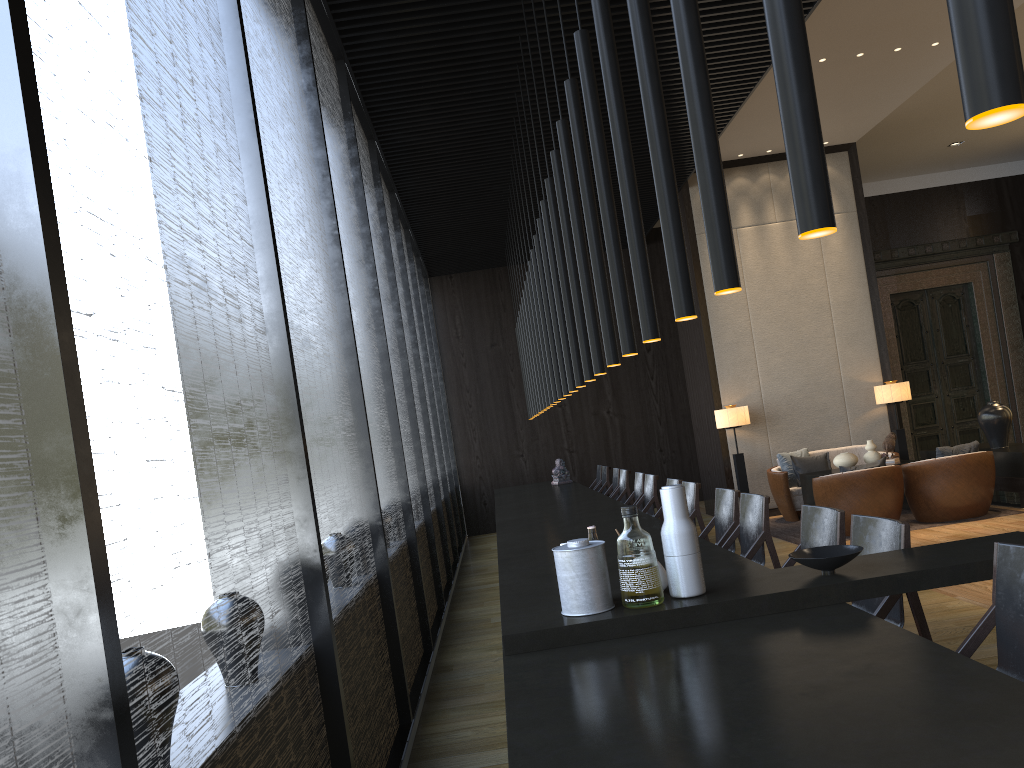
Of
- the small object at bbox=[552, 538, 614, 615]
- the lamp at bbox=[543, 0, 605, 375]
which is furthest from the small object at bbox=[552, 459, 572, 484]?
the small object at bbox=[552, 538, 614, 615]

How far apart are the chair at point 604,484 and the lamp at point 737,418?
1.72m

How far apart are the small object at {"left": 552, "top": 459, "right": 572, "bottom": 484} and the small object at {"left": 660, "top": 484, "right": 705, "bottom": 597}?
8.19m

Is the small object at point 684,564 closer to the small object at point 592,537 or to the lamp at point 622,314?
the small object at point 592,537

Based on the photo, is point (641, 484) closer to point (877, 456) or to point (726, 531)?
point (877, 456)

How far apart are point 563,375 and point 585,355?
1.4m

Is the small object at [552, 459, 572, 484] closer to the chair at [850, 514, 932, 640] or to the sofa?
the sofa

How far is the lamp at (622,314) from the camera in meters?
3.4 m

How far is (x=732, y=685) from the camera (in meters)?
1.96

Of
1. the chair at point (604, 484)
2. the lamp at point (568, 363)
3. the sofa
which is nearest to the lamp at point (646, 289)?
the lamp at point (568, 363)
